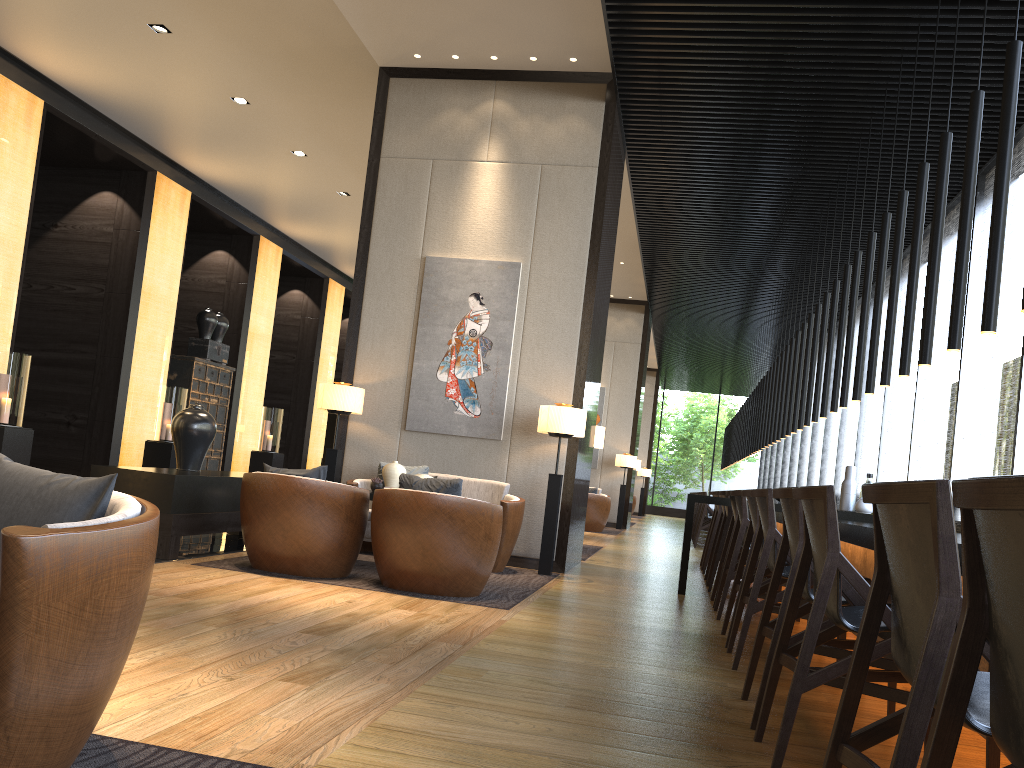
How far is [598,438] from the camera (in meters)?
8.61

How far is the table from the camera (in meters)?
5.34

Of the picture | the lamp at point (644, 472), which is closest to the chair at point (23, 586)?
the picture

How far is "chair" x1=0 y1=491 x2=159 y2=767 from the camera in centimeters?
162cm

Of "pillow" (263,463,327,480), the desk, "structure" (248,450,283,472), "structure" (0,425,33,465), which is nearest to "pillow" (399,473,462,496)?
"pillow" (263,463,327,480)

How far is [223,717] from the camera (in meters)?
2.40

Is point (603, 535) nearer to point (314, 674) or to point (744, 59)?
point (744, 59)

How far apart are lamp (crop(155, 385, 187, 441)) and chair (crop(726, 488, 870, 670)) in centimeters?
920cm

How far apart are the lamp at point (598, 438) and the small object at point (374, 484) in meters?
2.9 m

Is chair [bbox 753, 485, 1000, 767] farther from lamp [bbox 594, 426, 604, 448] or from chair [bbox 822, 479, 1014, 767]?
lamp [bbox 594, 426, 604, 448]
